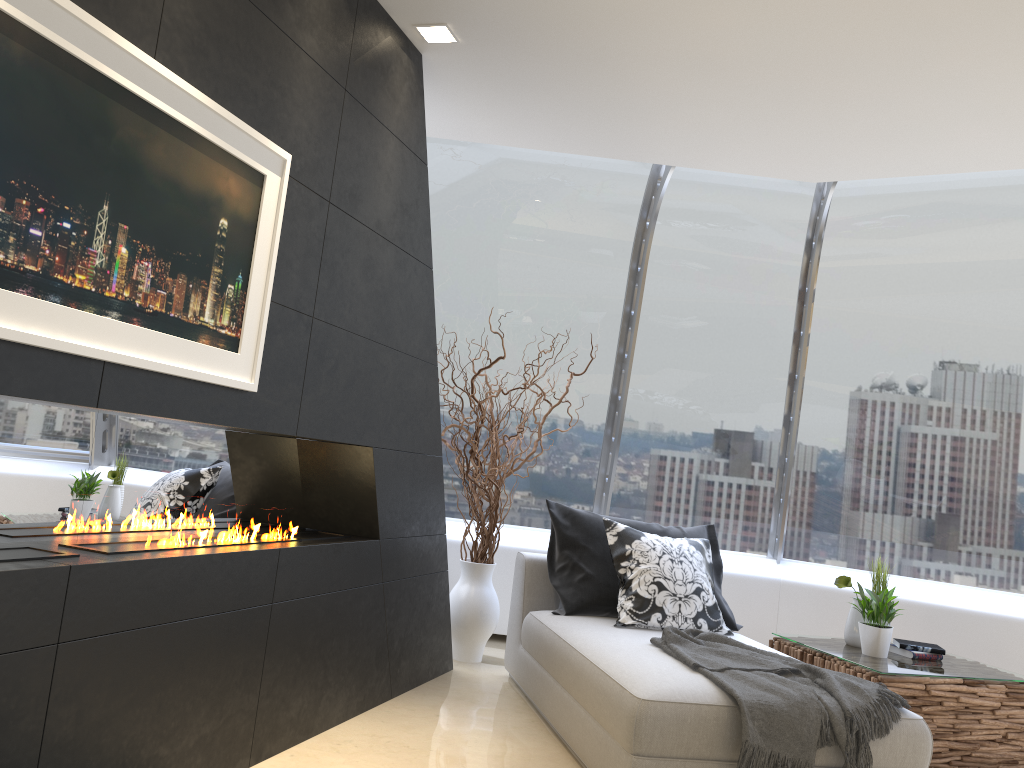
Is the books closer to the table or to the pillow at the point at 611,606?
the table

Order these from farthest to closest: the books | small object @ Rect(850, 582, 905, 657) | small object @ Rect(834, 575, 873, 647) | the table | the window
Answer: the window, small object @ Rect(834, 575, 873, 647), the books, small object @ Rect(850, 582, 905, 657), the table

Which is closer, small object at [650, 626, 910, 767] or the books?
small object at [650, 626, 910, 767]

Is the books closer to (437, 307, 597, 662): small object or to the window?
the window

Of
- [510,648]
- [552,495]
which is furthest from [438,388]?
[552,495]

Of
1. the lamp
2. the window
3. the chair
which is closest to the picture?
the lamp

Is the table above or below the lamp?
below

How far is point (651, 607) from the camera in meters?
4.2

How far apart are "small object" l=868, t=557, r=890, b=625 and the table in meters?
0.4 m

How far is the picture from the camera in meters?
2.0
